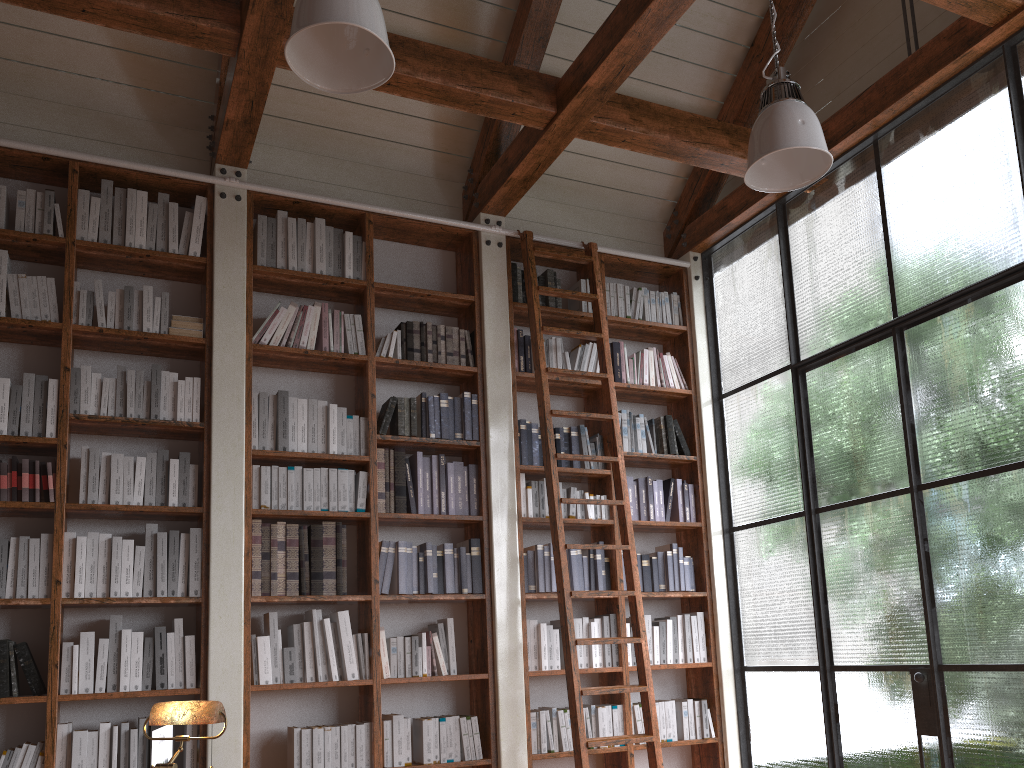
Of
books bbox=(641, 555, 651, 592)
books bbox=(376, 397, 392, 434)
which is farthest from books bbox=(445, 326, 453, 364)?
books bbox=(641, 555, 651, 592)

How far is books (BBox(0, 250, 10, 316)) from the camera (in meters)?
4.17

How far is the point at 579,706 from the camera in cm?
428

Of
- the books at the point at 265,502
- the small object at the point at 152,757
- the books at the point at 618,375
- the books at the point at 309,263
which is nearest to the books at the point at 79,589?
the books at the point at 265,502

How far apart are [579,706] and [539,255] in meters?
2.6

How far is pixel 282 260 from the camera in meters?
4.8 m

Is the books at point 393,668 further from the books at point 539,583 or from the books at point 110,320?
the books at point 110,320

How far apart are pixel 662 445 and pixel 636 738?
1.85m

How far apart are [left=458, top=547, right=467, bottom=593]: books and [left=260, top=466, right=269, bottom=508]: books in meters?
1.1 m

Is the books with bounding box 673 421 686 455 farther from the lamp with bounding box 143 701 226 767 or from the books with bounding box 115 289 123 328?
the lamp with bounding box 143 701 226 767
